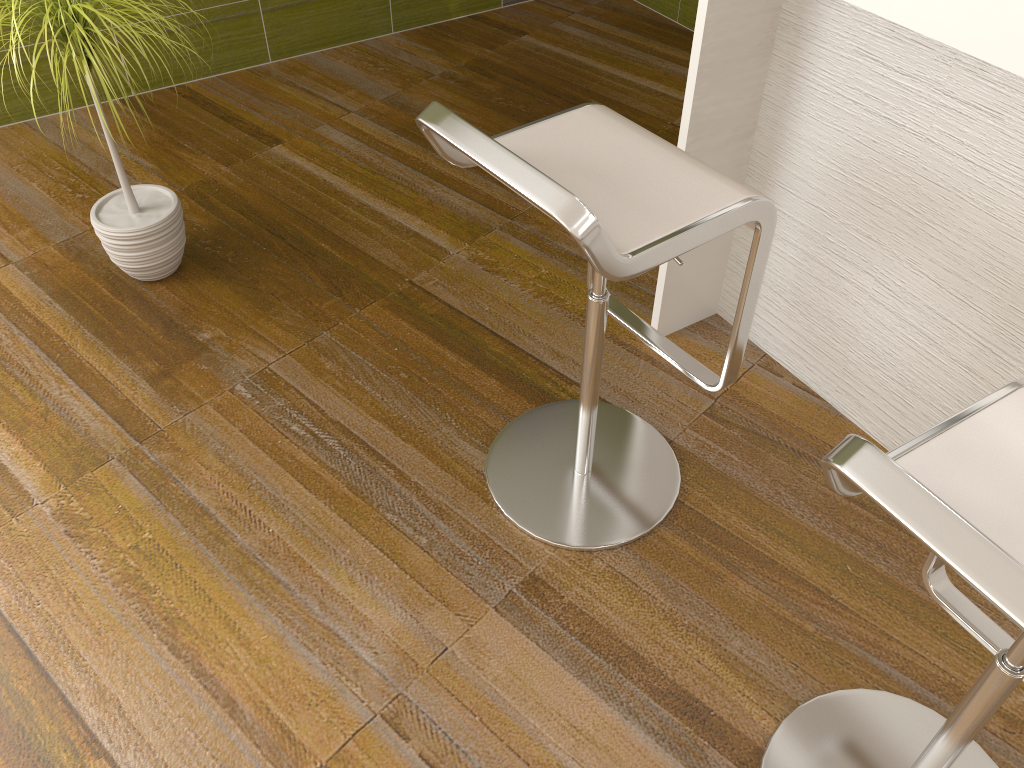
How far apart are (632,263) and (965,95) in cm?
73

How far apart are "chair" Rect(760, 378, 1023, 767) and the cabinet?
0.5m

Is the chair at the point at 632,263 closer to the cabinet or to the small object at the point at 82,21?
the cabinet

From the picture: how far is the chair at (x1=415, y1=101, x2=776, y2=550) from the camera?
1.25m

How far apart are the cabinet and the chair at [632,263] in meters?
0.3 m

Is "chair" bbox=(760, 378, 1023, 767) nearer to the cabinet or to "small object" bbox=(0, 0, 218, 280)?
the cabinet

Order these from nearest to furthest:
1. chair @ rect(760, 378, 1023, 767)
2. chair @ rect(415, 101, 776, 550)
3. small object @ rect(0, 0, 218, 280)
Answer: chair @ rect(760, 378, 1023, 767) < chair @ rect(415, 101, 776, 550) < small object @ rect(0, 0, 218, 280)

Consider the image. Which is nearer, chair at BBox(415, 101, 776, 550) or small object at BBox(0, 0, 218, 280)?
chair at BBox(415, 101, 776, 550)

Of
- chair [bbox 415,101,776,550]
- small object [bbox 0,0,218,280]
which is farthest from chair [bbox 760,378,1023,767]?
small object [bbox 0,0,218,280]

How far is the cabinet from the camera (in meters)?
1.51
